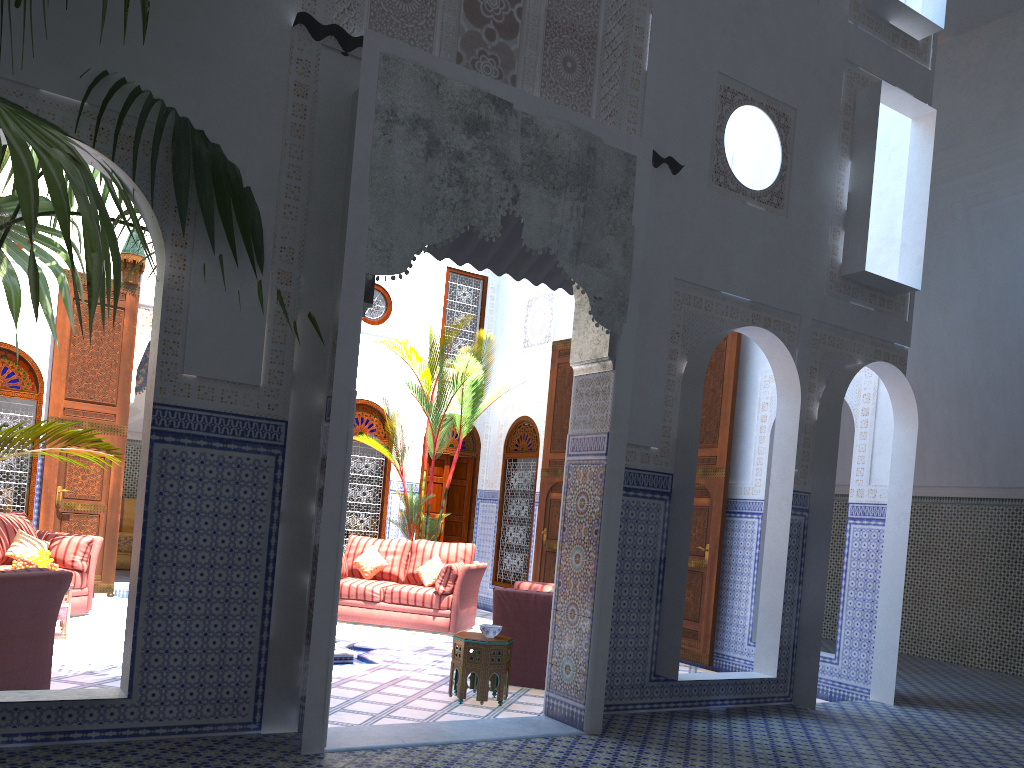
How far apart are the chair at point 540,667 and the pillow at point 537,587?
0.56m

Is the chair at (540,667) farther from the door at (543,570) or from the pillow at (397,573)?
the door at (543,570)

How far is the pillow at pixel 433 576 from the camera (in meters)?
6.77

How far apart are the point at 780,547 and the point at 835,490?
4.1 meters

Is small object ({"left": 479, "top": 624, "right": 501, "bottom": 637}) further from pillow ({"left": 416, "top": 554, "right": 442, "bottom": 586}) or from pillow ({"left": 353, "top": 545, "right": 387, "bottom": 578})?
pillow ({"left": 353, "top": 545, "right": 387, "bottom": 578})

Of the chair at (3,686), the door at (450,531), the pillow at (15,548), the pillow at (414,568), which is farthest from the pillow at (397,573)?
the chair at (3,686)

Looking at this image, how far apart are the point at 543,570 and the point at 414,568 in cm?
120

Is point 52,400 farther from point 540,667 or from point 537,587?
point 540,667

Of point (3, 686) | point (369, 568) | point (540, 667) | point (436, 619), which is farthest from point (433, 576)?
point (3, 686)

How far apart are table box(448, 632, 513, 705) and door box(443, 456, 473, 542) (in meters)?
4.32
